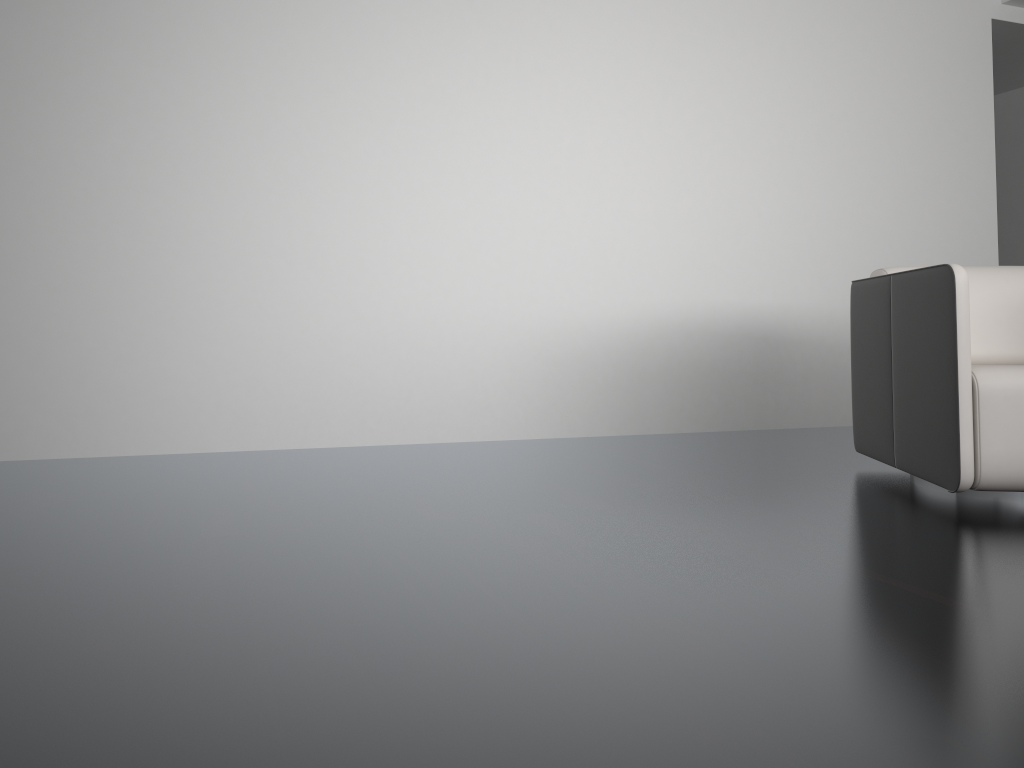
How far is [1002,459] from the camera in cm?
232

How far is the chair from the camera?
2.3m

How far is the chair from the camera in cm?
232

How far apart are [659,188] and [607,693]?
3.2m
